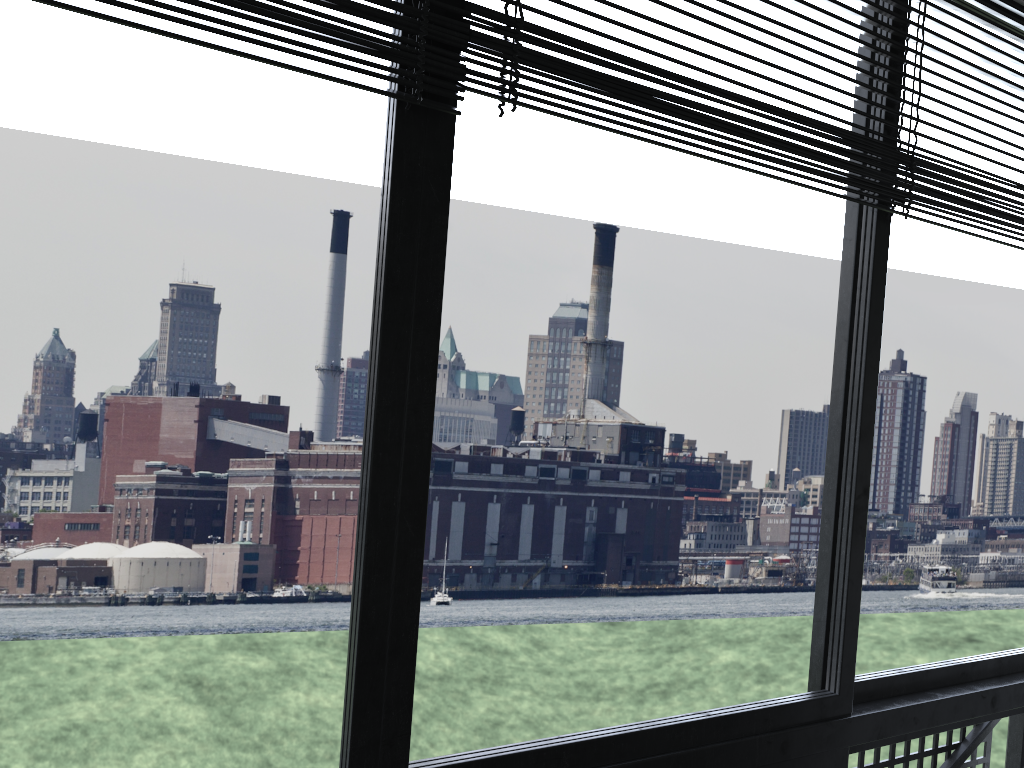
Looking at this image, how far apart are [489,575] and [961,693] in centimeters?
2020cm

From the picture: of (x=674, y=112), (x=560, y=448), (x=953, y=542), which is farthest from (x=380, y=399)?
(x=953, y=542)

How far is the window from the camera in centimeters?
86cm

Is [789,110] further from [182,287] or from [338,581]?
[338,581]

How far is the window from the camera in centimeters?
86cm
